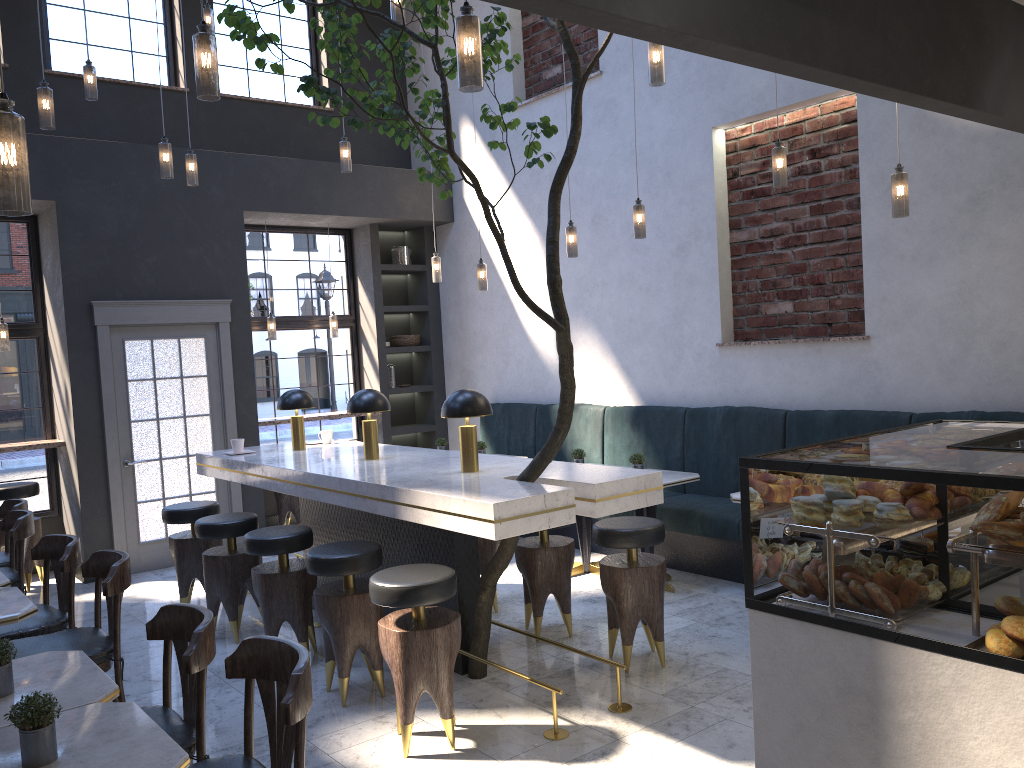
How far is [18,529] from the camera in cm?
503

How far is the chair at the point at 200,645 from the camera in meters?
2.7

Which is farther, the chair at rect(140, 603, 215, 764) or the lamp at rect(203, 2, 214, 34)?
the lamp at rect(203, 2, 214, 34)

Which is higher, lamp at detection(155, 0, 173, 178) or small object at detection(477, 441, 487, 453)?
lamp at detection(155, 0, 173, 178)

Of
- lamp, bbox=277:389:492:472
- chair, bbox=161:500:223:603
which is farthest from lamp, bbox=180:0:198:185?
chair, bbox=161:500:223:603

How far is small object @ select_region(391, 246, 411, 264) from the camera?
9.4 meters

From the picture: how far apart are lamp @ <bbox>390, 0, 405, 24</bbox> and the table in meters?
3.2 m

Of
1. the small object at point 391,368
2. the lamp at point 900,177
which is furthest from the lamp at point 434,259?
the lamp at point 900,177

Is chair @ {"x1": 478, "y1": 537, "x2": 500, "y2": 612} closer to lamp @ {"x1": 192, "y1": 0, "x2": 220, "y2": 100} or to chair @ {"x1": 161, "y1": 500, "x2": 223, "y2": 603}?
chair @ {"x1": 161, "y1": 500, "x2": 223, "y2": 603}

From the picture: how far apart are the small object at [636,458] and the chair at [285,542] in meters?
2.2 m
